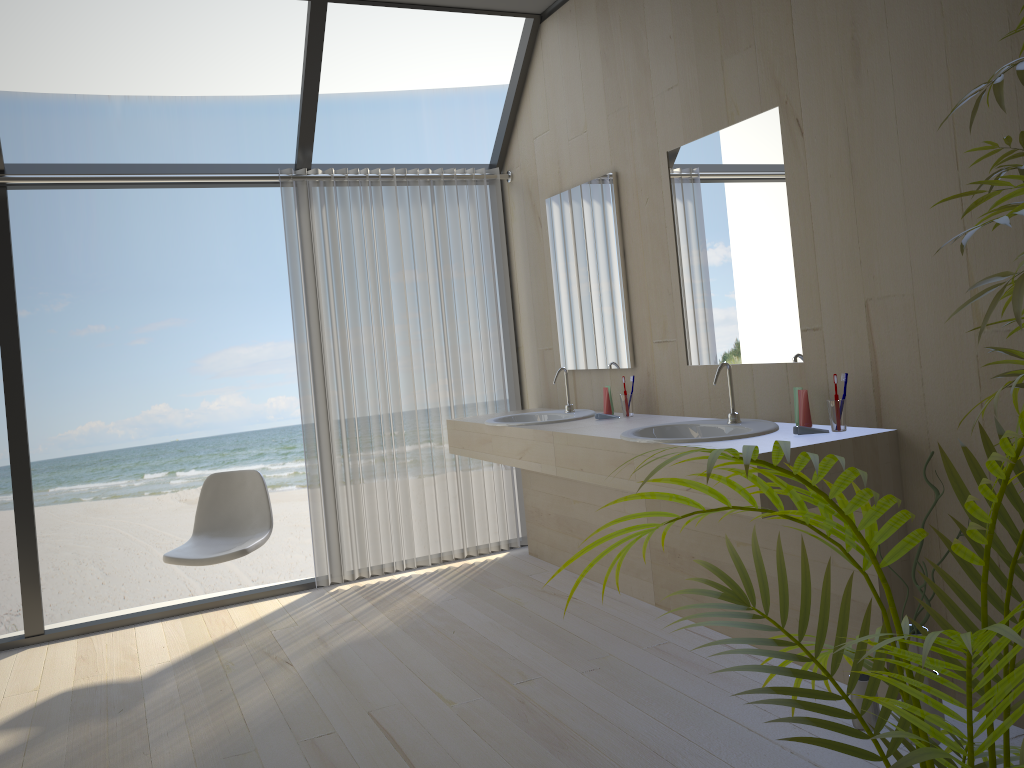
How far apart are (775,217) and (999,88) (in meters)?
1.66

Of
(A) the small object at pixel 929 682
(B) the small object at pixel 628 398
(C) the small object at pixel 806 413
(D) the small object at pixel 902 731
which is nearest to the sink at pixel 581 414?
(B) the small object at pixel 628 398

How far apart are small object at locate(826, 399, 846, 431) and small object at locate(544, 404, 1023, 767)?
1.3m

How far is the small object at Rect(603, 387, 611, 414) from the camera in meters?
3.9 m

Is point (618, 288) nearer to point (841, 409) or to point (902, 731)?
point (841, 409)

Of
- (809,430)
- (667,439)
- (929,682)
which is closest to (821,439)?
(809,430)

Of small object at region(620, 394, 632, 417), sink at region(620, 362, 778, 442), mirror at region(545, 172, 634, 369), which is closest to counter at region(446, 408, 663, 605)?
small object at region(620, 394, 632, 417)

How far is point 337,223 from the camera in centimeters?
442cm

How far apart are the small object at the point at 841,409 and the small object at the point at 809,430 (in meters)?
0.08

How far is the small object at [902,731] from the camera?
0.9m
